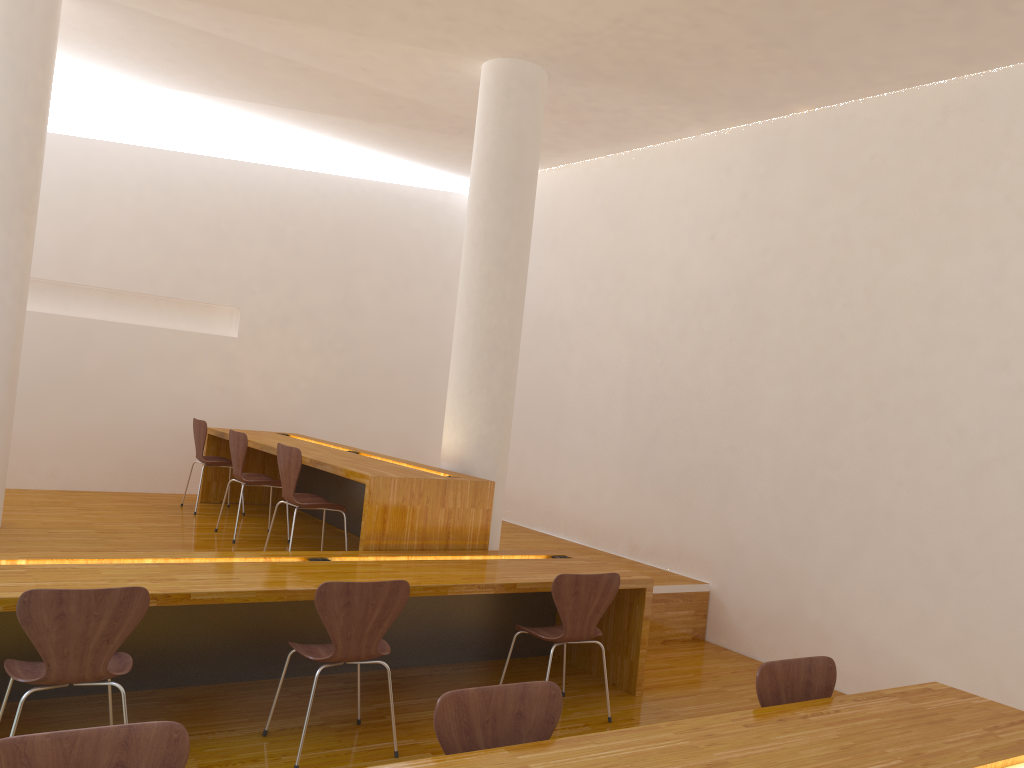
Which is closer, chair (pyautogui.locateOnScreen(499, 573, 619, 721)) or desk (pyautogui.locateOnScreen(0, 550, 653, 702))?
desk (pyautogui.locateOnScreen(0, 550, 653, 702))

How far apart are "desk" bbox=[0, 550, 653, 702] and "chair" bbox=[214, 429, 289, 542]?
1.5m

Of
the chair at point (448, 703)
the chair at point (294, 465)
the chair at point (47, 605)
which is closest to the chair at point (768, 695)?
the chair at point (448, 703)

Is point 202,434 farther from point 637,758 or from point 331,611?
point 637,758

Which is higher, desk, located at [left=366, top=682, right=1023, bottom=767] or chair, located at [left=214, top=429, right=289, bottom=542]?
chair, located at [left=214, top=429, right=289, bottom=542]

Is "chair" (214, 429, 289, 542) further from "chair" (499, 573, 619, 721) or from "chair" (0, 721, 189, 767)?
"chair" (0, 721, 189, 767)

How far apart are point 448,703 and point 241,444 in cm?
382

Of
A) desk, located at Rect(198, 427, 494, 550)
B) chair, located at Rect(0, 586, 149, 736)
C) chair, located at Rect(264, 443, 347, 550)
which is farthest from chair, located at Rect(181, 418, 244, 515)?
chair, located at Rect(0, 586, 149, 736)

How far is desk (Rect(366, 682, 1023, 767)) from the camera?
2.13m

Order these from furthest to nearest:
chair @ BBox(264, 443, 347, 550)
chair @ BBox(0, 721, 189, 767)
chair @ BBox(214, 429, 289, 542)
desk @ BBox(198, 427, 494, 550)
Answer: chair @ BBox(214, 429, 289, 542) → chair @ BBox(264, 443, 347, 550) → desk @ BBox(198, 427, 494, 550) → chair @ BBox(0, 721, 189, 767)
